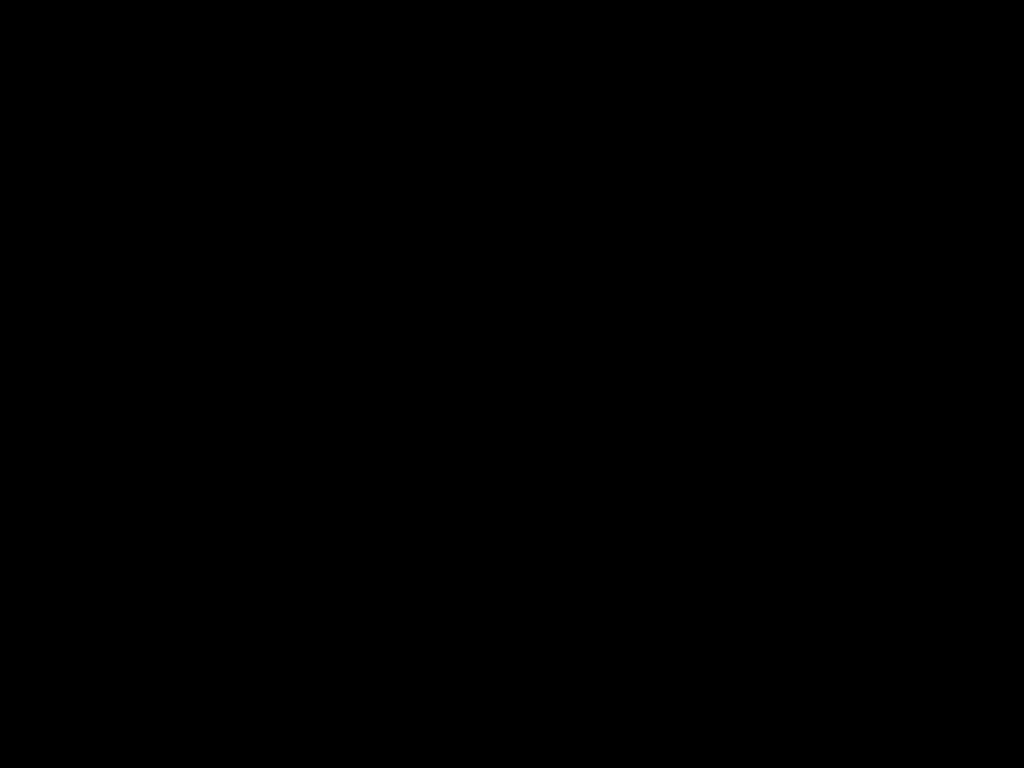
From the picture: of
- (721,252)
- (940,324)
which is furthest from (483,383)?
(940,324)

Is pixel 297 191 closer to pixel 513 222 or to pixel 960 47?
pixel 513 222
